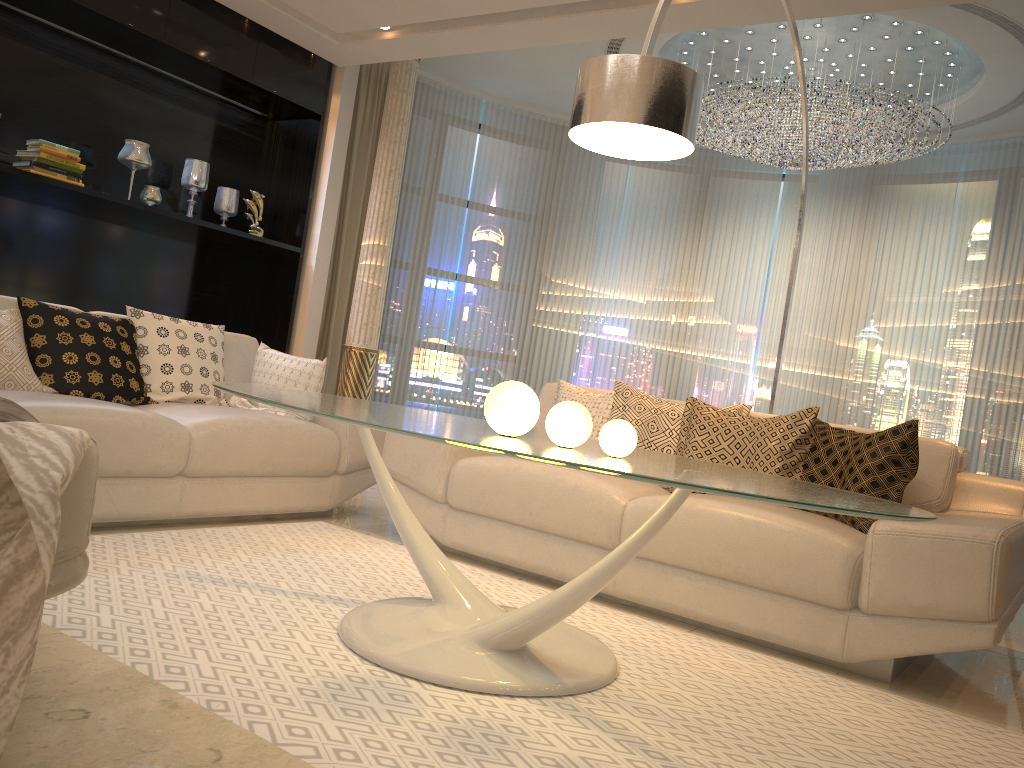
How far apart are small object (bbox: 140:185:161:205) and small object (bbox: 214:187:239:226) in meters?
0.6 m

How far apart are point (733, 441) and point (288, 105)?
4.0m

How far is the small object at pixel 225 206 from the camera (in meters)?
5.84

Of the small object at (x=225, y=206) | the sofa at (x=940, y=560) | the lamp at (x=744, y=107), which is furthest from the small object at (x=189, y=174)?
the lamp at (x=744, y=107)

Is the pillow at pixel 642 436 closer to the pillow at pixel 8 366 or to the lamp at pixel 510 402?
the lamp at pixel 510 402

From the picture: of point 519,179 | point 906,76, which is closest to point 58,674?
point 906,76

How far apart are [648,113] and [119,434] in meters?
2.0 m

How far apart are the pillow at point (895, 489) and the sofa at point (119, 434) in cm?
187

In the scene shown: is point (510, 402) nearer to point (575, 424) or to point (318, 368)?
point (575, 424)

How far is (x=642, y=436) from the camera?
3.6m
